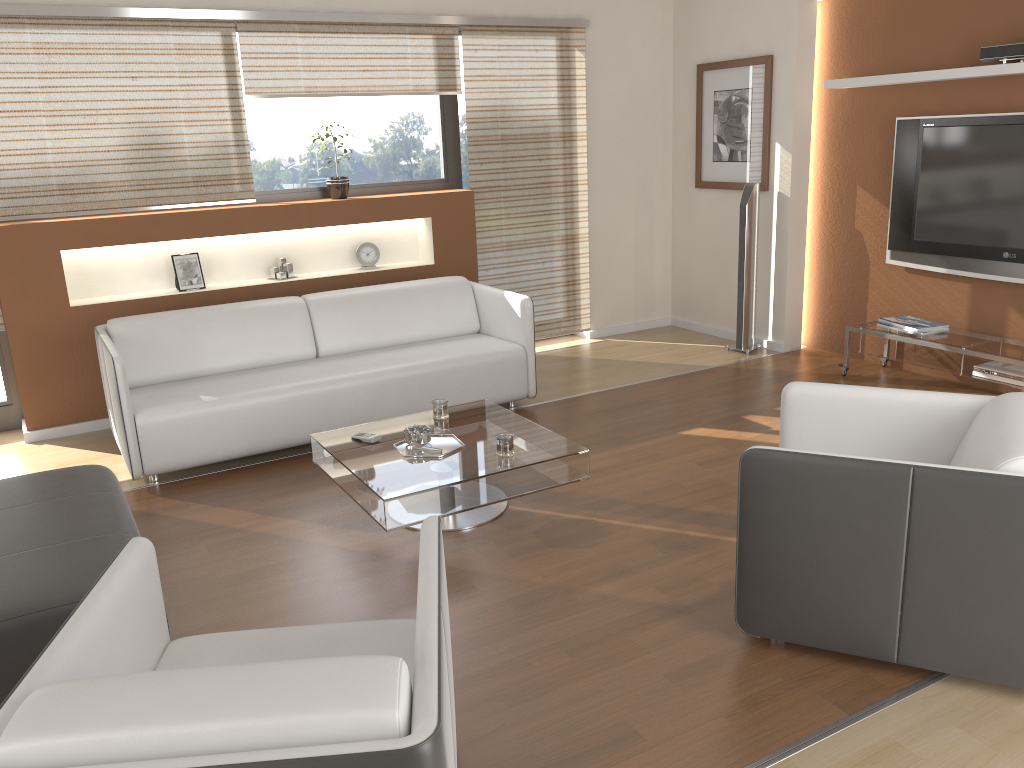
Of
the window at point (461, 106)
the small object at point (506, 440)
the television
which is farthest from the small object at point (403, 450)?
the television

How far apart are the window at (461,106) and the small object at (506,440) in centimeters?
320cm

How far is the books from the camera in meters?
5.2 m

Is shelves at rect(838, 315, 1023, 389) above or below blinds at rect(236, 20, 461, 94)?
below

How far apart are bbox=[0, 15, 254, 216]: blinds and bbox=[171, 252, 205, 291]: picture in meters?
0.3

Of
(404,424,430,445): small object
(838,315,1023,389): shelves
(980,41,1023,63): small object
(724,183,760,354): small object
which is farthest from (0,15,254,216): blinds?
(980,41,1023,63): small object

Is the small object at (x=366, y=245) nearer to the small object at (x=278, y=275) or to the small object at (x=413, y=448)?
the small object at (x=278, y=275)

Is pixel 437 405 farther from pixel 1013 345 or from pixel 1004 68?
pixel 1004 68

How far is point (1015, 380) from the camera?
4.6m

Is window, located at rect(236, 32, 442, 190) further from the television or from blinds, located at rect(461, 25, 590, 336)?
the television
